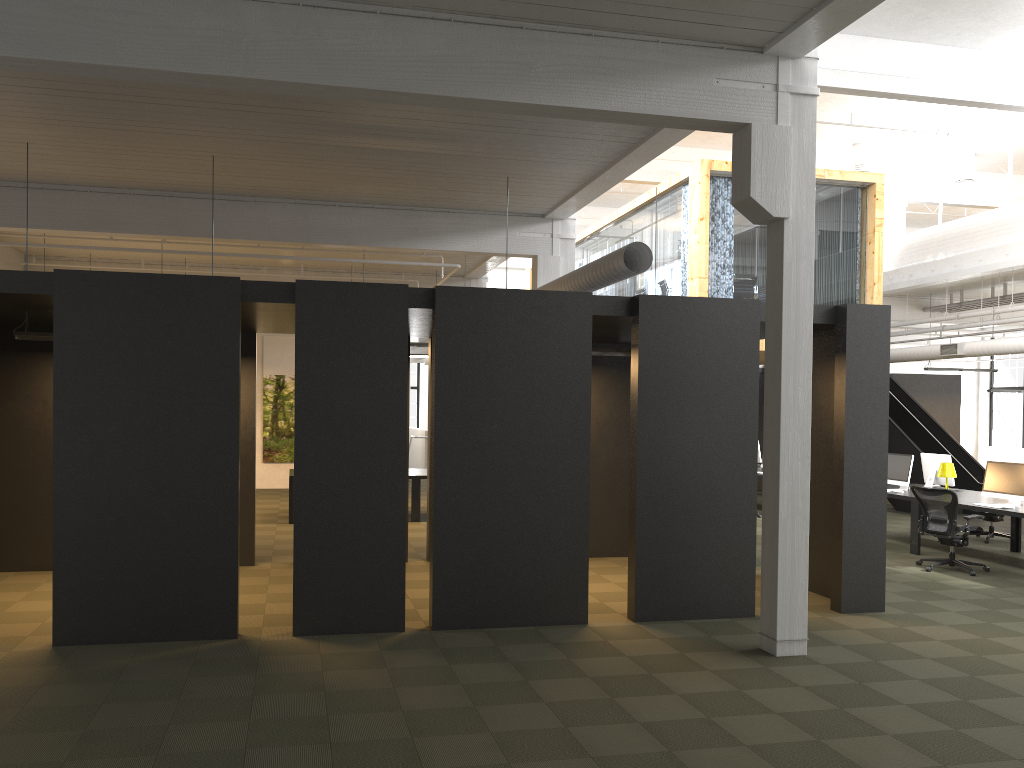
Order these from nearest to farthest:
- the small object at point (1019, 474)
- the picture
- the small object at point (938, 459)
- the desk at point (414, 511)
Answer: the small object at point (1019, 474)
the small object at point (938, 459)
the desk at point (414, 511)
the picture

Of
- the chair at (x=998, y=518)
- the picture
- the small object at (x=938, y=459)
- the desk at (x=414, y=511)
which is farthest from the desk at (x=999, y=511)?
the picture

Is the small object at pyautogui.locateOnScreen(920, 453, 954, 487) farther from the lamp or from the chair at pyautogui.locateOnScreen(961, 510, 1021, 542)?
the chair at pyautogui.locateOnScreen(961, 510, 1021, 542)

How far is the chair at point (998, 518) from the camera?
13.0 meters

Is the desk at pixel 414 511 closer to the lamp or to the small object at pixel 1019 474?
the lamp

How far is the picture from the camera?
19.58m

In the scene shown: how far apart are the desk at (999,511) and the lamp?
0.30m

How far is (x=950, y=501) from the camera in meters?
10.3 m

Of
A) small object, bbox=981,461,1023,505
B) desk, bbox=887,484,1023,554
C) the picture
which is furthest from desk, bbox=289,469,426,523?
small object, bbox=981,461,1023,505

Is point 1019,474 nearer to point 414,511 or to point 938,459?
point 938,459
